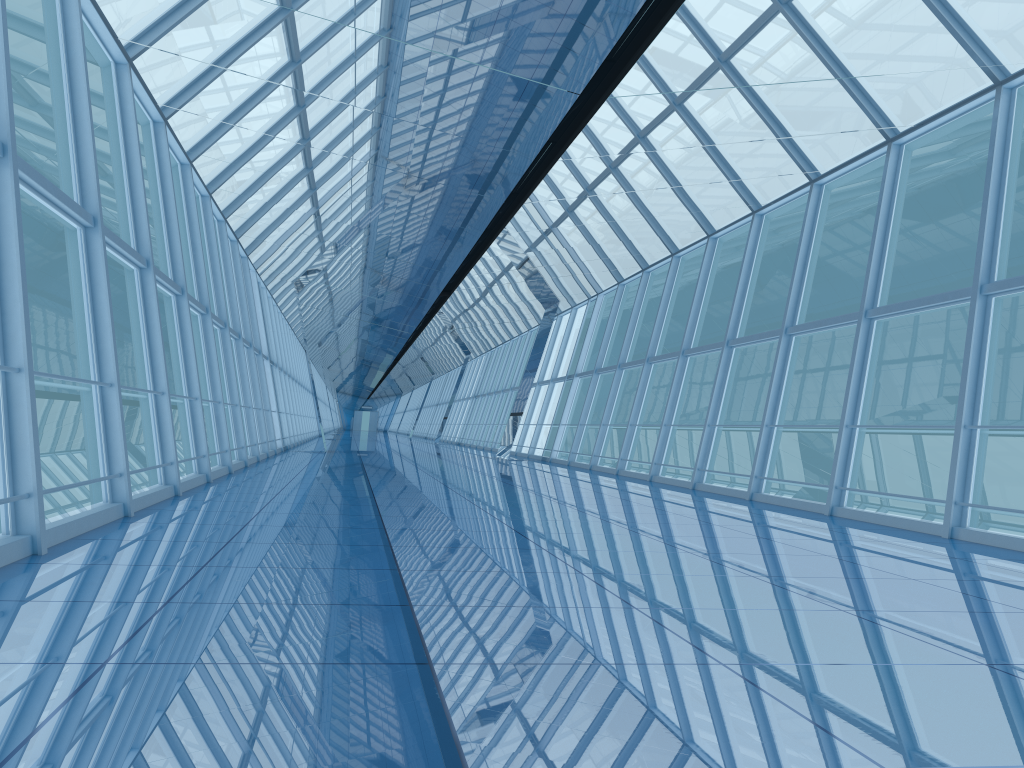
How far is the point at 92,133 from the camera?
7.1 meters

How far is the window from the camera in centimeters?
705cm

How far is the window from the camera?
7.1m
